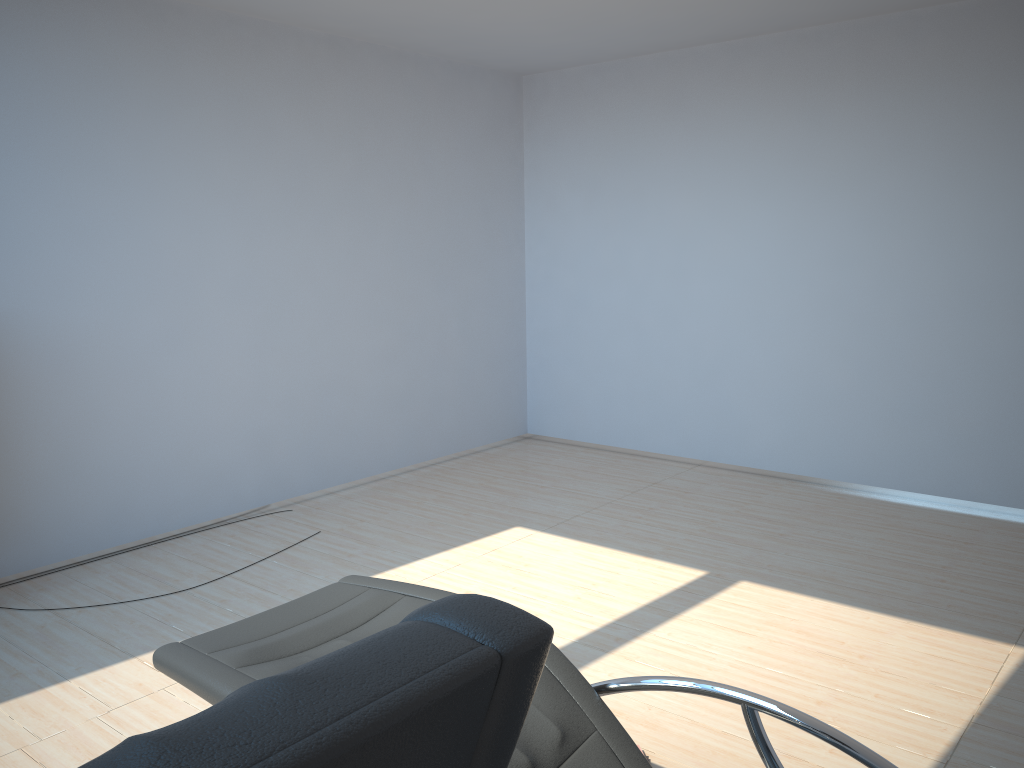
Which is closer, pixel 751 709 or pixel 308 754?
pixel 308 754

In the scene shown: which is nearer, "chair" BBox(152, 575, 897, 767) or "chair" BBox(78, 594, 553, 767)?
"chair" BBox(78, 594, 553, 767)

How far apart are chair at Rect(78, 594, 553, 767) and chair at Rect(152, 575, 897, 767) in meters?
1.0

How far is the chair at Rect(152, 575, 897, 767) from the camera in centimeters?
185cm

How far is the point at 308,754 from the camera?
0.6 meters

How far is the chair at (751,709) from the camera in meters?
1.8

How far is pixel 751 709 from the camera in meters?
1.8

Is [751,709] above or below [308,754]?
below

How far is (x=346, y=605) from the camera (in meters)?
2.30

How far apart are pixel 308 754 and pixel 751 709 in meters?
1.4
